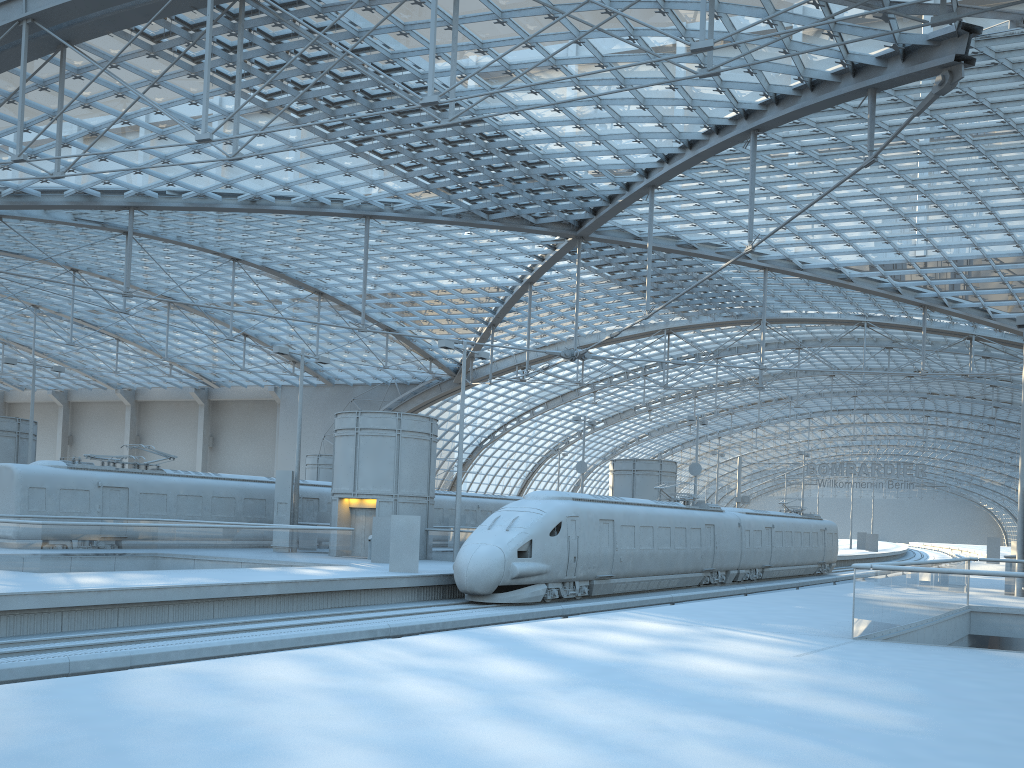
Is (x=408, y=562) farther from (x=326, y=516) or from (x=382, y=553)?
(x=326, y=516)

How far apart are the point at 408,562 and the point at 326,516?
13.97m

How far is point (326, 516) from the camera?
38.1m

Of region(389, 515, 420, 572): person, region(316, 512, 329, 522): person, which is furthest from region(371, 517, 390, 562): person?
region(316, 512, 329, 522): person

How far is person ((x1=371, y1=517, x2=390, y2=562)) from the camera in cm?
2945

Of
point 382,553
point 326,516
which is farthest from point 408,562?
point 326,516

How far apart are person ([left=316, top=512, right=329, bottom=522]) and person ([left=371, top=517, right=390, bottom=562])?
9.22m

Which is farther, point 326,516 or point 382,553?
point 326,516

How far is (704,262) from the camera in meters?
49.5 m

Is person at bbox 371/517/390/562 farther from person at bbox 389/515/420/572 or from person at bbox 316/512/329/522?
person at bbox 316/512/329/522
